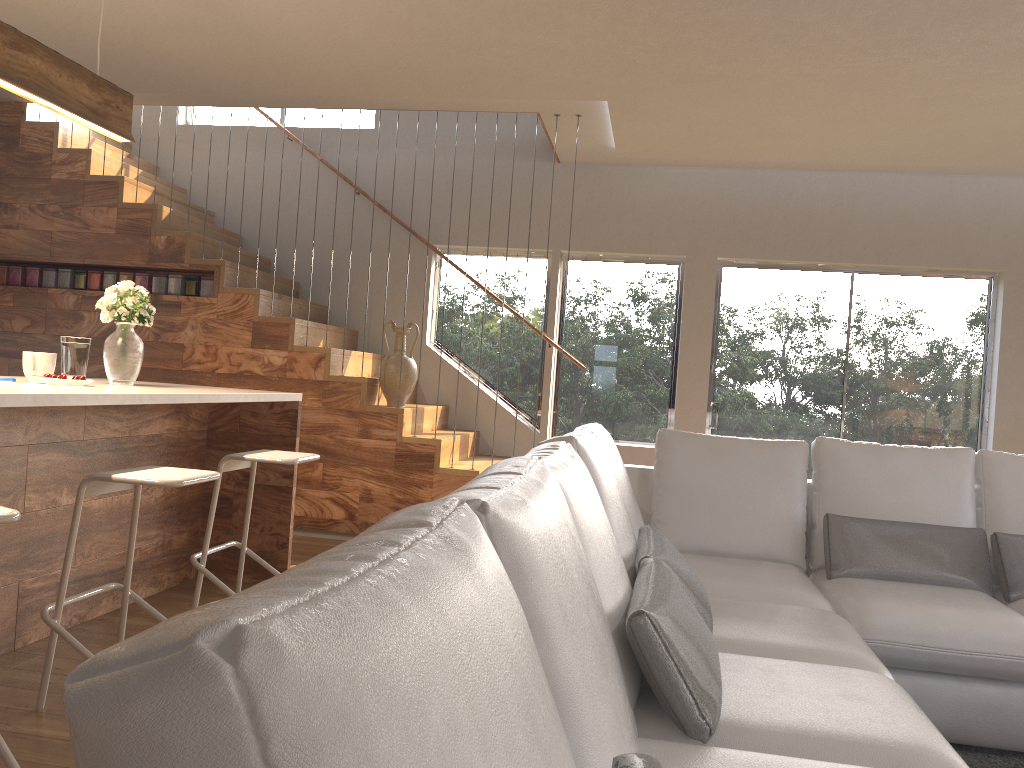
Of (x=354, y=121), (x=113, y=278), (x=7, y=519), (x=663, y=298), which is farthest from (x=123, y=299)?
(x=663, y=298)

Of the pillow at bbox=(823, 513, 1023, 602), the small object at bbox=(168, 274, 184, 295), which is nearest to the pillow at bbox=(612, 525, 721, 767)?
the pillow at bbox=(823, 513, 1023, 602)

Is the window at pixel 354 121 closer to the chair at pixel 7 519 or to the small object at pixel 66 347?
the small object at pixel 66 347

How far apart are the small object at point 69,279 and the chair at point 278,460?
3.10m

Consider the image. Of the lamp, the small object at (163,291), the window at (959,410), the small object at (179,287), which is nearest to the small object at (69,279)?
→ the small object at (163,291)

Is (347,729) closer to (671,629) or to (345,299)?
(671,629)

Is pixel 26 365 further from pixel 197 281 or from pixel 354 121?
pixel 354 121

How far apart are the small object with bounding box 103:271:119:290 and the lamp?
2.48m

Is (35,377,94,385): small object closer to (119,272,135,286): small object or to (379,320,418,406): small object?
(379,320,418,406): small object

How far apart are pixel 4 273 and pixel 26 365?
3.34m
